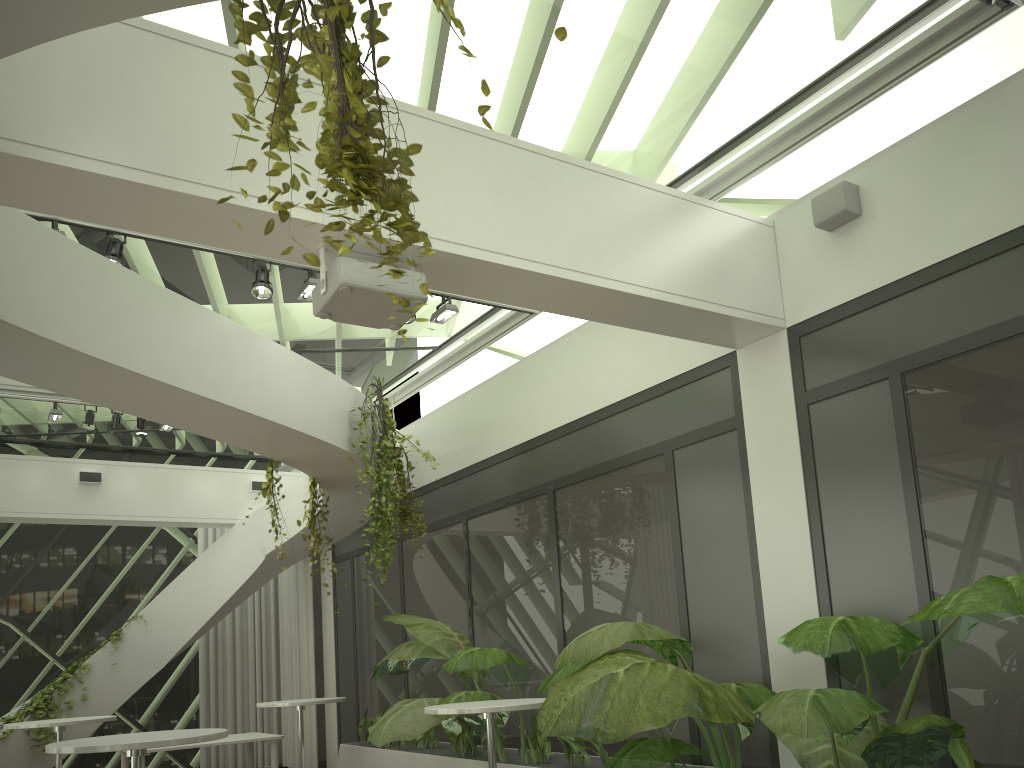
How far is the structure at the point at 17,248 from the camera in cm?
440

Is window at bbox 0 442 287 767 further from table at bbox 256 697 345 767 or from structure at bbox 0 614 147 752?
table at bbox 256 697 345 767

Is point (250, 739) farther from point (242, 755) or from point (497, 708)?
point (497, 708)

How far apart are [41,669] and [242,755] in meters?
2.7 m

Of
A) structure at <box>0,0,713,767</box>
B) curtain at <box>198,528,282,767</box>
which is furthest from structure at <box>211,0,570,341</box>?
curtain at <box>198,528,282,767</box>

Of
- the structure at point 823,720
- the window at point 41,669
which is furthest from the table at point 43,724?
the window at point 41,669

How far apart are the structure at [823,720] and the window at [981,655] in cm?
36

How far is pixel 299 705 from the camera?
7.85m

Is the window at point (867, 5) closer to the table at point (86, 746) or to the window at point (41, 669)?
the window at point (41, 669)

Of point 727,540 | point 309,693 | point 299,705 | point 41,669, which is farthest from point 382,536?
point 41,669
